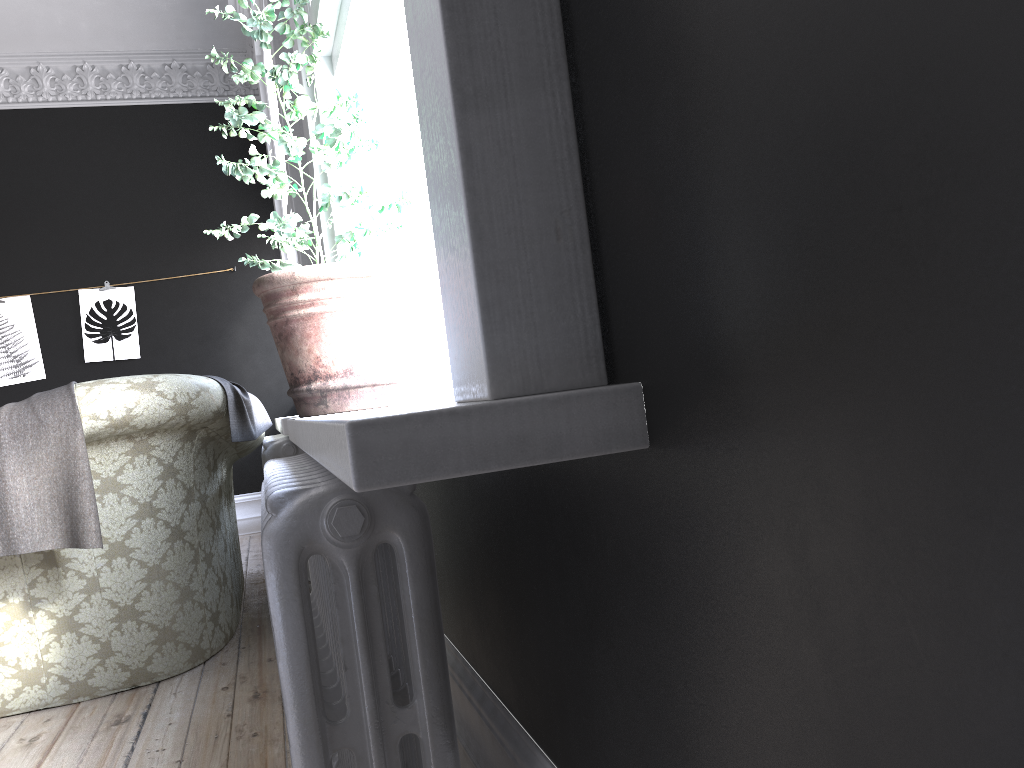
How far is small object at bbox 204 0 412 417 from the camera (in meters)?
2.03

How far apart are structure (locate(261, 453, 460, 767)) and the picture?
5.46m

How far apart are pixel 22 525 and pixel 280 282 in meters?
1.5

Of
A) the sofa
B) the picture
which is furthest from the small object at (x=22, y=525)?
the picture

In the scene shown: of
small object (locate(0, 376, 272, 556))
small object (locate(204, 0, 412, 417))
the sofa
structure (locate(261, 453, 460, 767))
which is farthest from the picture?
structure (locate(261, 453, 460, 767))

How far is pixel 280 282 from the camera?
2.0 meters

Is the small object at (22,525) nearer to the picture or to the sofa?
the sofa

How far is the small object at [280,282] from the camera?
2.0 meters

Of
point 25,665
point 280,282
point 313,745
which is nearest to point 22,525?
point 25,665

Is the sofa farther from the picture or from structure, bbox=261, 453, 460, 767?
the picture
